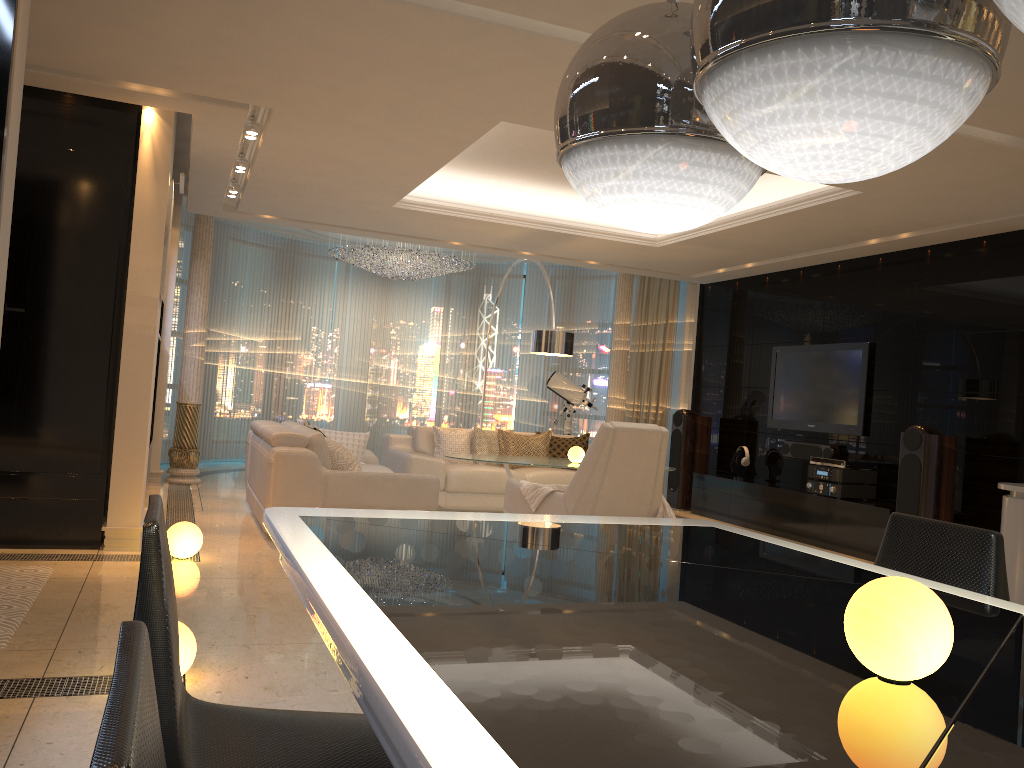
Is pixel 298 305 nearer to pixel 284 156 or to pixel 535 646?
pixel 284 156

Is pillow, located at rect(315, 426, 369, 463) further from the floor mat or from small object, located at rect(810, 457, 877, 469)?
small object, located at rect(810, 457, 877, 469)

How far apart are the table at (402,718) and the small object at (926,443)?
4.8 meters

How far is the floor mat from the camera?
3.6 meters

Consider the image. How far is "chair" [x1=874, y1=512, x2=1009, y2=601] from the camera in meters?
2.0 m

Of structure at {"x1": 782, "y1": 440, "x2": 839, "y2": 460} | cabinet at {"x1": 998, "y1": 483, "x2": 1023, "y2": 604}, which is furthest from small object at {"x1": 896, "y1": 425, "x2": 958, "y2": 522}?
cabinet at {"x1": 998, "y1": 483, "x2": 1023, "y2": 604}

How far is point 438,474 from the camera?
8.0m

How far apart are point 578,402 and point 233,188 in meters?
4.8 m

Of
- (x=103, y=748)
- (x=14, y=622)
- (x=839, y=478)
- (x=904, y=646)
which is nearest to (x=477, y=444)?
(x=839, y=478)

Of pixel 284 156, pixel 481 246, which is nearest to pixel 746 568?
pixel 284 156
